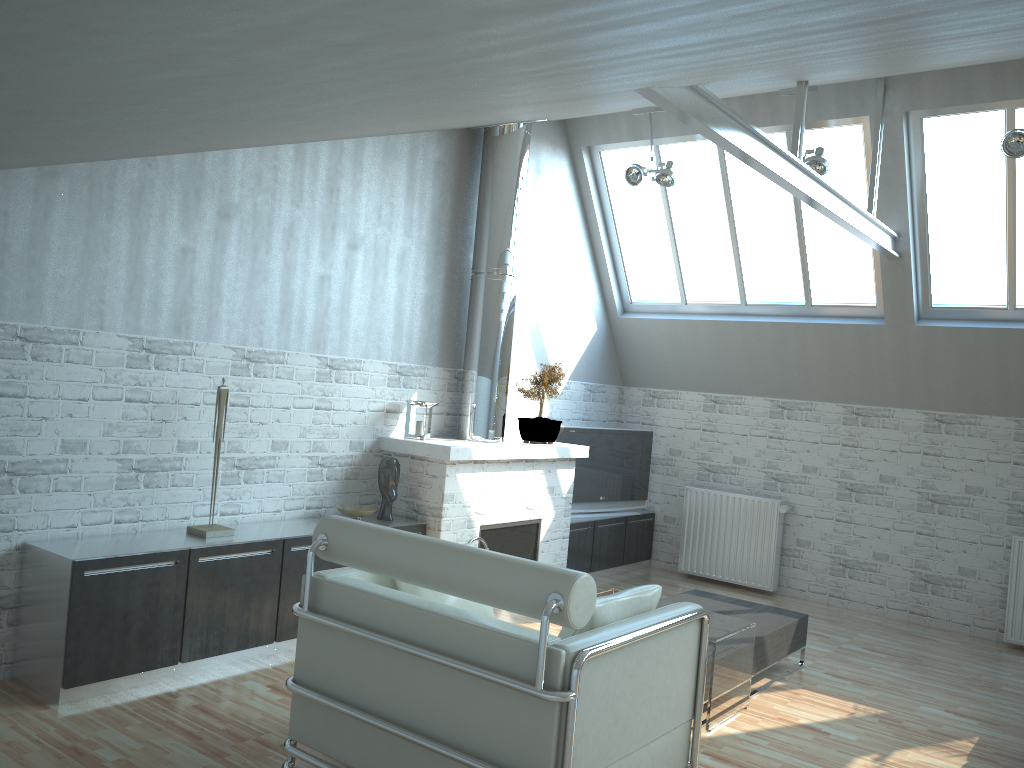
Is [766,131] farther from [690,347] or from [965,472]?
[965,472]

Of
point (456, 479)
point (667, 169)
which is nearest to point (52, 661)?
point (456, 479)

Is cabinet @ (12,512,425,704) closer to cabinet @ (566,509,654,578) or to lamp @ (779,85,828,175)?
cabinet @ (566,509,654,578)

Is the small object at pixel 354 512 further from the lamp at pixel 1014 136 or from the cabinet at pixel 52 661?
the lamp at pixel 1014 136

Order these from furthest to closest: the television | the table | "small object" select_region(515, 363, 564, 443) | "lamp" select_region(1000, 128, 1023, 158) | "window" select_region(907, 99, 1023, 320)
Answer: the television < "small object" select_region(515, 363, 564, 443) < "window" select_region(907, 99, 1023, 320) < "lamp" select_region(1000, 128, 1023, 158) < the table

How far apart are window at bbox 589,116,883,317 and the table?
6.6m

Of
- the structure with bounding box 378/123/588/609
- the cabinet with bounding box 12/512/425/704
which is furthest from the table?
the cabinet with bounding box 12/512/425/704

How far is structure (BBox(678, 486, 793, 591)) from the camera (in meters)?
14.84

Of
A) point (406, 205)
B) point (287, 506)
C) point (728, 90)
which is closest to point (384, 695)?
point (287, 506)

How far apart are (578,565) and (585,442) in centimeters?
205cm
